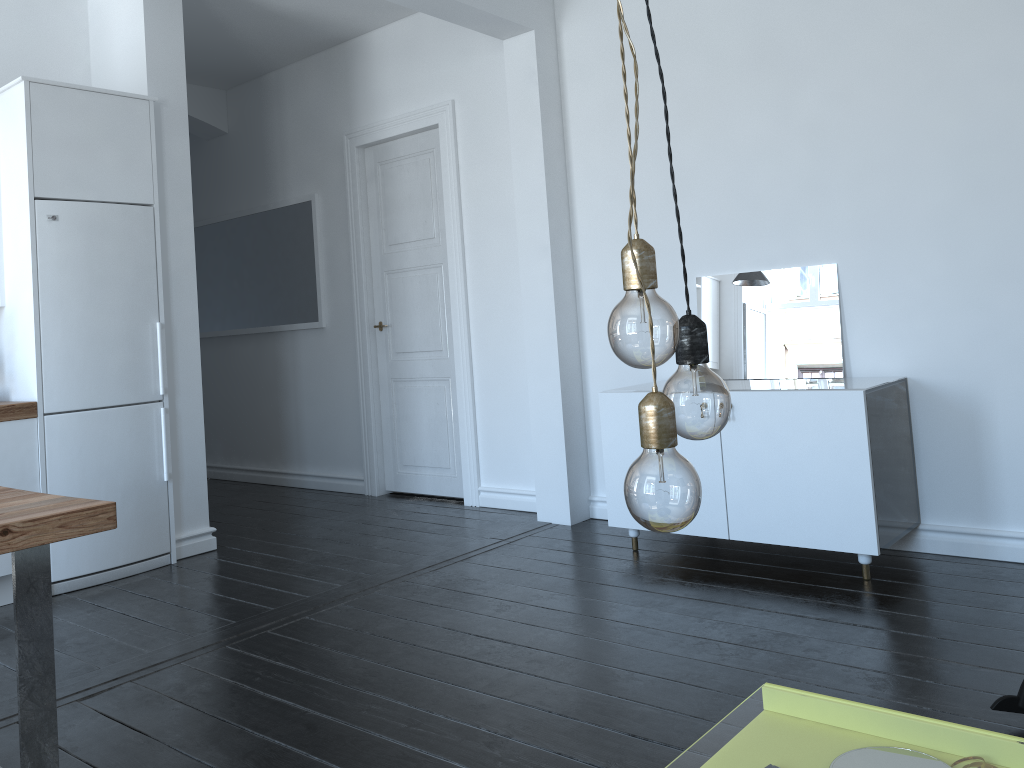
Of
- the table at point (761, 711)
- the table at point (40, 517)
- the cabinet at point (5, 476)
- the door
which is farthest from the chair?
the cabinet at point (5, 476)

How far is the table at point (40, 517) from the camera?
2.0 meters

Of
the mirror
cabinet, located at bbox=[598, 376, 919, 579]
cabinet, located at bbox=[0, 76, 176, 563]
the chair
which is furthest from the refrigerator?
the chair

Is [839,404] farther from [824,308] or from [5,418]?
[5,418]

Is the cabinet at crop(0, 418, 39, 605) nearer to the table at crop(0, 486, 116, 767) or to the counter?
the counter

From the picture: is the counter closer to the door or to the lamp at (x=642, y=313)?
the door

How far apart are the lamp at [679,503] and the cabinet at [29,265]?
3.89m

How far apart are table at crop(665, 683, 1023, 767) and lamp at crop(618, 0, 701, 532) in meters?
3.4

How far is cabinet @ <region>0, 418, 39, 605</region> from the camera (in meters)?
3.92

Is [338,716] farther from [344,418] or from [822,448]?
[344,418]
